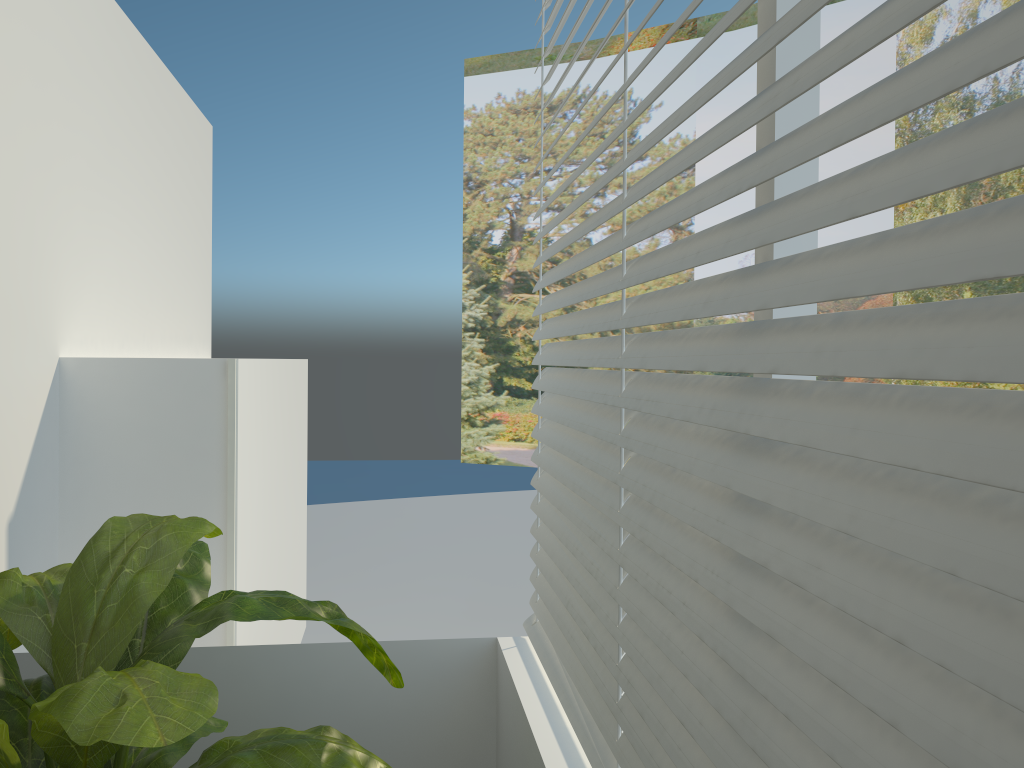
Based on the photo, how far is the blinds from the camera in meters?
0.5 m

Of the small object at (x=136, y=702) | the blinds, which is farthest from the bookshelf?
the blinds

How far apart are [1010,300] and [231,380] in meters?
2.3 m

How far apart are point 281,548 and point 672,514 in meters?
2.8 m

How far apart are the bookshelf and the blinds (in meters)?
0.92

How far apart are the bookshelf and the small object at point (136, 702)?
0.7m

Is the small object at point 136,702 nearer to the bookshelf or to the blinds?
the blinds

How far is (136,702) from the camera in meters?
1.0 m

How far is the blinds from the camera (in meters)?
0.54

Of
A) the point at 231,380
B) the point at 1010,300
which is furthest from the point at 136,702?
the point at 231,380
